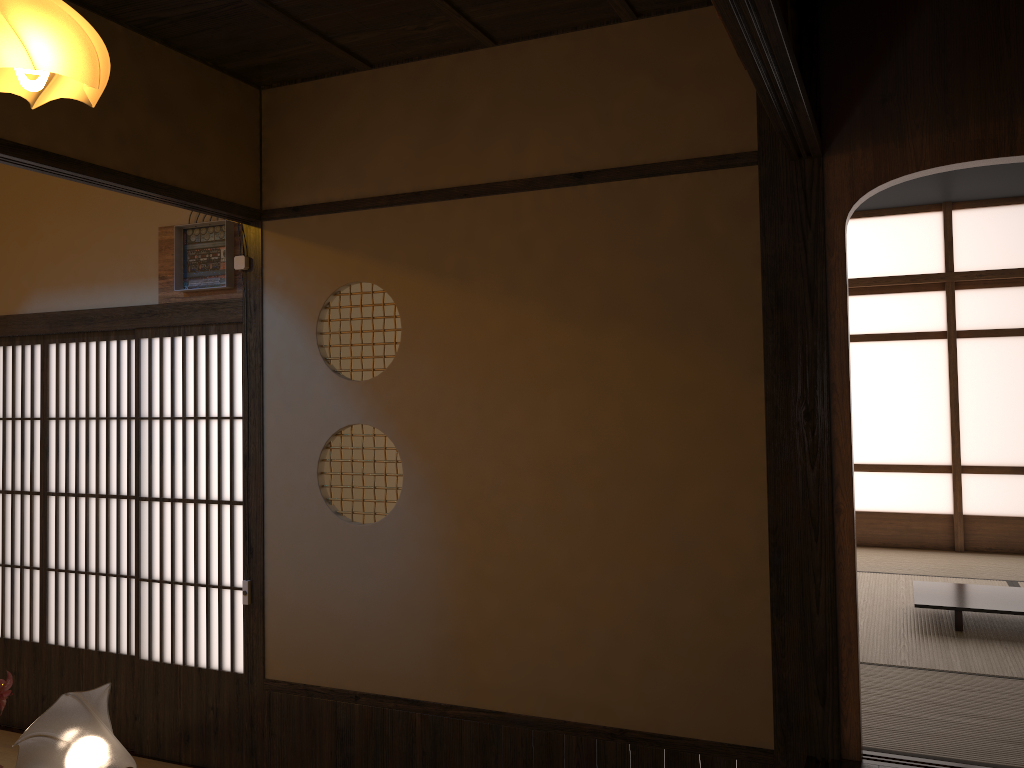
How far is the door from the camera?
4.1m

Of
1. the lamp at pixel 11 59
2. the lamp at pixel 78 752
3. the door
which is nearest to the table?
the door

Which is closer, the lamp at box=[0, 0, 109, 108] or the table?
the lamp at box=[0, 0, 109, 108]

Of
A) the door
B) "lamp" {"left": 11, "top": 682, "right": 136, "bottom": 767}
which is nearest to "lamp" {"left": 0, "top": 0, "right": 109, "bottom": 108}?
the door

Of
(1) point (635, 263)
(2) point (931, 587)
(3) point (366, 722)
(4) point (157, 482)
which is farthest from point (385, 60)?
(2) point (931, 587)

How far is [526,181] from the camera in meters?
3.4 m

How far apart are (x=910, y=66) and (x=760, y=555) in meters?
1.7 m

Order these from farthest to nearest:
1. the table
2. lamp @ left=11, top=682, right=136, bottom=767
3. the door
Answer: the table < the door < lamp @ left=11, top=682, right=136, bottom=767

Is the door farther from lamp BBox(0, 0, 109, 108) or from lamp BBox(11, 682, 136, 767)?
lamp BBox(0, 0, 109, 108)

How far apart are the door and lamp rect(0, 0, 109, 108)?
1.04m
